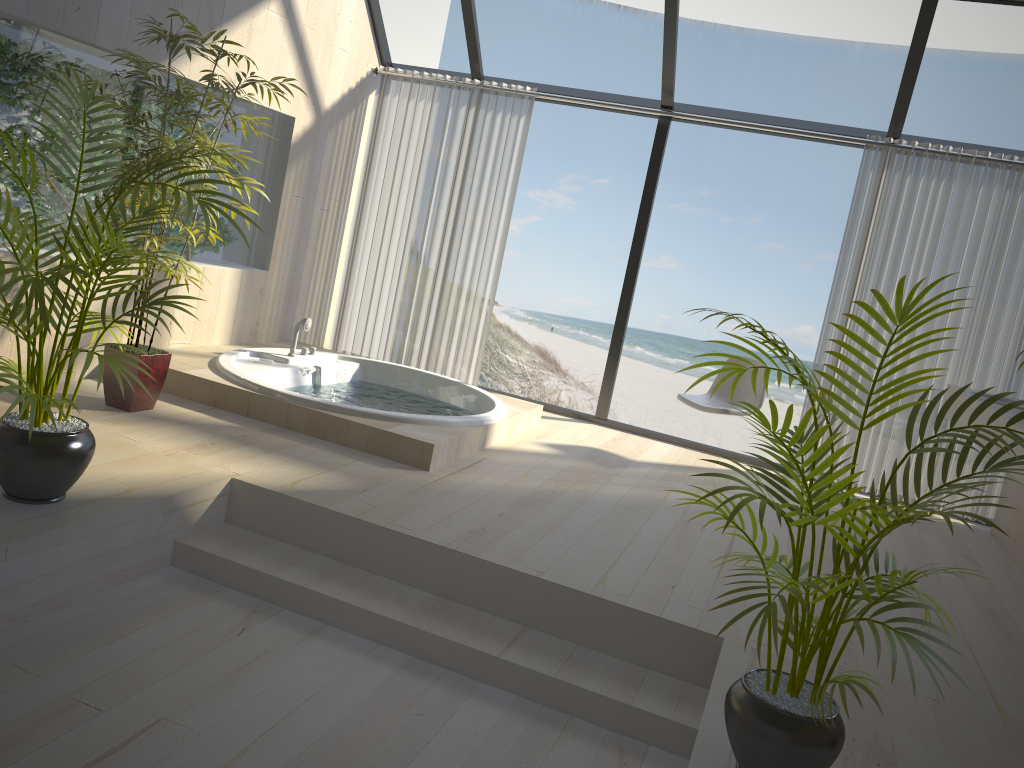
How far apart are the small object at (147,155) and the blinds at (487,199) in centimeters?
208cm

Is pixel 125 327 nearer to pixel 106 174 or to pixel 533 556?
pixel 106 174

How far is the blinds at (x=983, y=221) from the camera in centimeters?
498cm

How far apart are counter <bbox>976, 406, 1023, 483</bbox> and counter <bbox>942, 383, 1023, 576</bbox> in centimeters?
14cm

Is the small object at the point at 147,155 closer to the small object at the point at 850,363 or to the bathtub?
the bathtub

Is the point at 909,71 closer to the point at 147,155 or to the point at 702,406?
the point at 702,406

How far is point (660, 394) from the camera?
16.0m

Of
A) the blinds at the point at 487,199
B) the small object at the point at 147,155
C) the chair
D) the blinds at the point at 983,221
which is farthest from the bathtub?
the blinds at the point at 983,221

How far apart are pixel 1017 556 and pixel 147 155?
4.52m

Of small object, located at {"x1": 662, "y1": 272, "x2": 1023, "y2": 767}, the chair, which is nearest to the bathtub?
the chair
